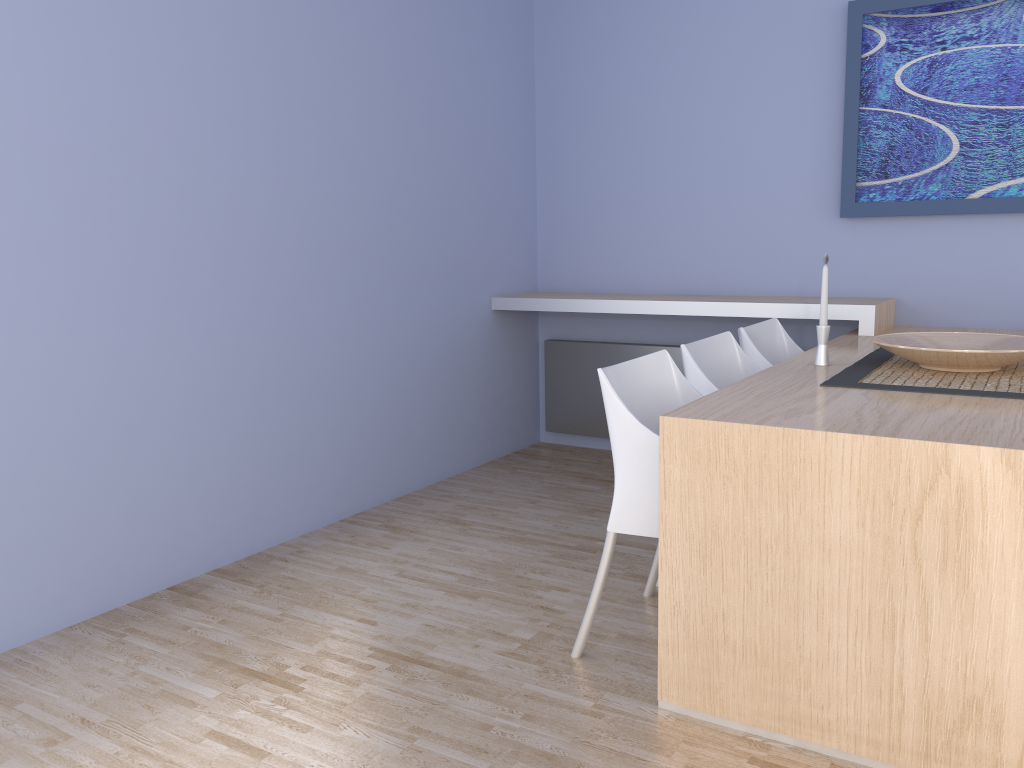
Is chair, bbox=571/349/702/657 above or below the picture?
below

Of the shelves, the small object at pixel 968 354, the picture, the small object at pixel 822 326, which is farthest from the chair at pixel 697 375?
the picture

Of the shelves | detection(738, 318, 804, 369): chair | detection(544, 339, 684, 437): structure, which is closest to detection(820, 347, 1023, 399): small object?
detection(738, 318, 804, 369): chair

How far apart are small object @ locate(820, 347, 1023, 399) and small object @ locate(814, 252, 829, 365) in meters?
0.1 m

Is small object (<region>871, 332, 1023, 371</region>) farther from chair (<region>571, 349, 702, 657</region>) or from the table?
chair (<region>571, 349, 702, 657</region>)

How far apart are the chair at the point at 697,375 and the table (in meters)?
0.16

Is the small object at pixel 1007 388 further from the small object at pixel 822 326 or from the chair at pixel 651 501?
the chair at pixel 651 501

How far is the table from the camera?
1.72m

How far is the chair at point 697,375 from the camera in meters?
2.7

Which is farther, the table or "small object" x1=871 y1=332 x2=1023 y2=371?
"small object" x1=871 y1=332 x2=1023 y2=371
